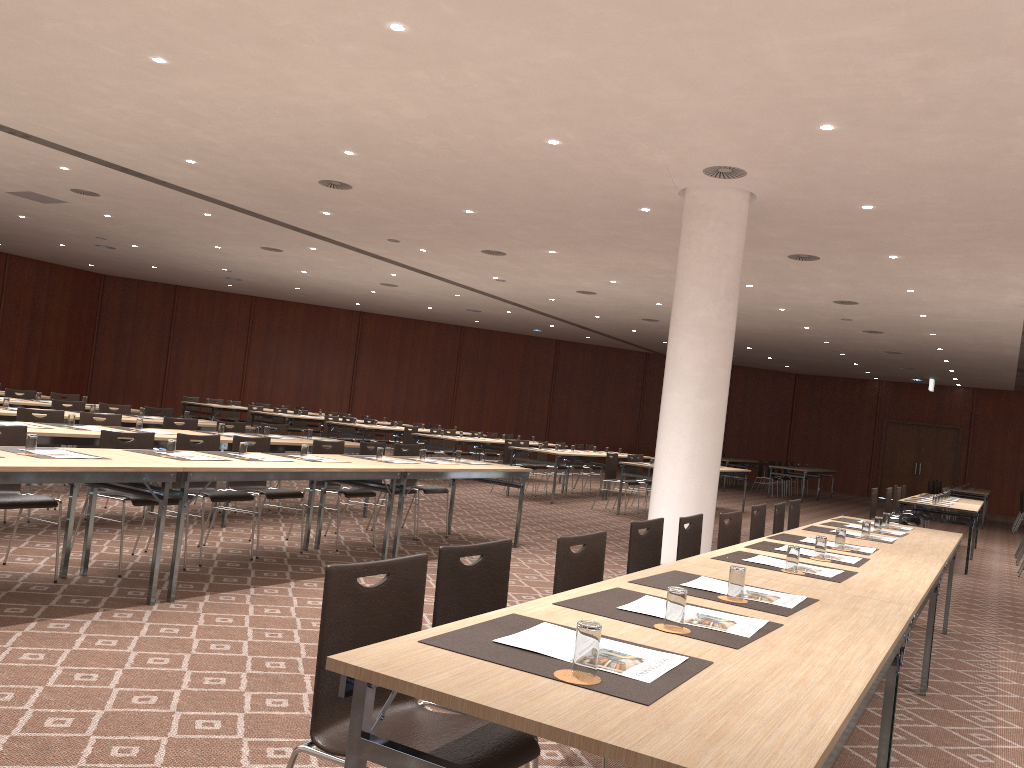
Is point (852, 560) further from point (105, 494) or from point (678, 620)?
point (105, 494)

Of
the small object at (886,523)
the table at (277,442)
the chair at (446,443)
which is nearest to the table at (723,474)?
the chair at (446,443)

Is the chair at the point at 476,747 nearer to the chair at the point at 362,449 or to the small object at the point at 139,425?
the small object at the point at 139,425

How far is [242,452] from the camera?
6.4 meters

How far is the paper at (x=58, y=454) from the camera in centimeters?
518cm

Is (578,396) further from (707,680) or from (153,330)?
(707,680)

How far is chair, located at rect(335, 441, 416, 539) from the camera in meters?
8.8

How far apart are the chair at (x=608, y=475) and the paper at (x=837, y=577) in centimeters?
1020cm

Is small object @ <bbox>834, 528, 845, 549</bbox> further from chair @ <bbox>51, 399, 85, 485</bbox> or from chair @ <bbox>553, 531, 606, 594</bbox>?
chair @ <bbox>51, 399, 85, 485</bbox>

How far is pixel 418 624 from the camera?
2.6 meters
